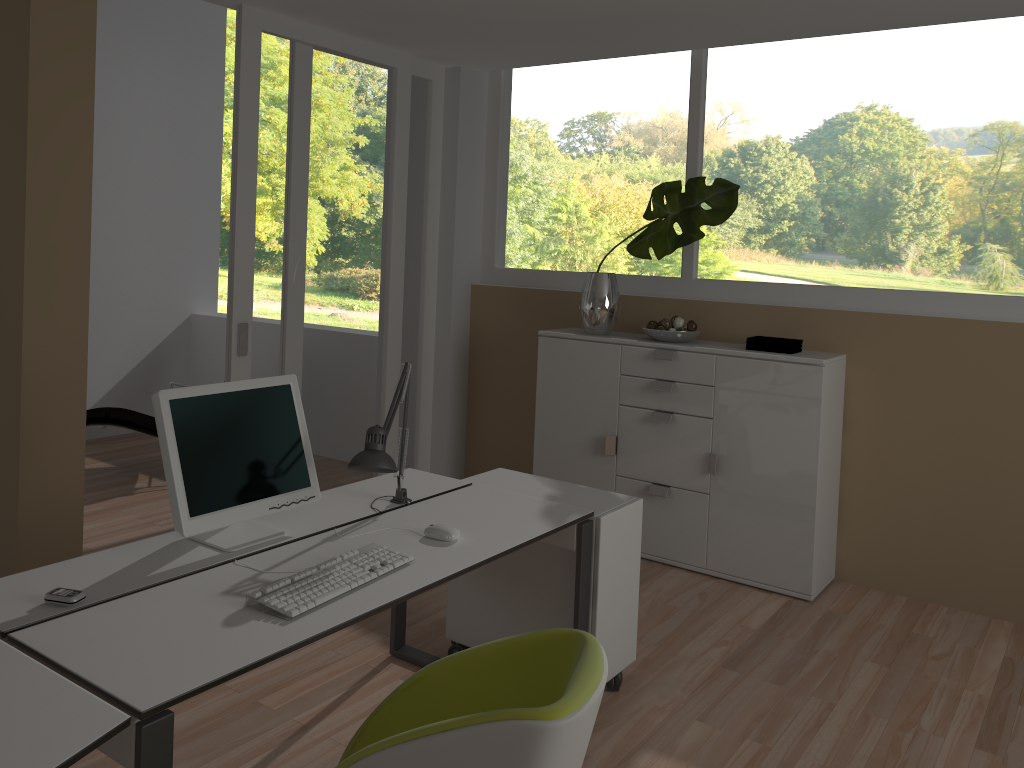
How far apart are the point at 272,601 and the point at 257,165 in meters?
2.7

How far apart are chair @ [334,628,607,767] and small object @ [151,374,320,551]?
0.74m

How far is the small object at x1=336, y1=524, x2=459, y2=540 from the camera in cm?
256

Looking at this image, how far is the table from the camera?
1.5 meters

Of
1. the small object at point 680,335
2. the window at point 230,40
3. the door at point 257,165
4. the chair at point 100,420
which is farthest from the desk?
the window at point 230,40

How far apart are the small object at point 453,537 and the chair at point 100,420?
3.57m

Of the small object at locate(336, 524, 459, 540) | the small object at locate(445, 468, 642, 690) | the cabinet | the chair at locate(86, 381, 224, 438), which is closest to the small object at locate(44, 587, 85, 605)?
the small object at locate(336, 524, 459, 540)

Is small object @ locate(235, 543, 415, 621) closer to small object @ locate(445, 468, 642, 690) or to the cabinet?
small object @ locate(445, 468, 642, 690)

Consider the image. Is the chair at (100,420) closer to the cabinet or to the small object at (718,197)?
the cabinet

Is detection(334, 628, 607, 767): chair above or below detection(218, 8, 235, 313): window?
below
